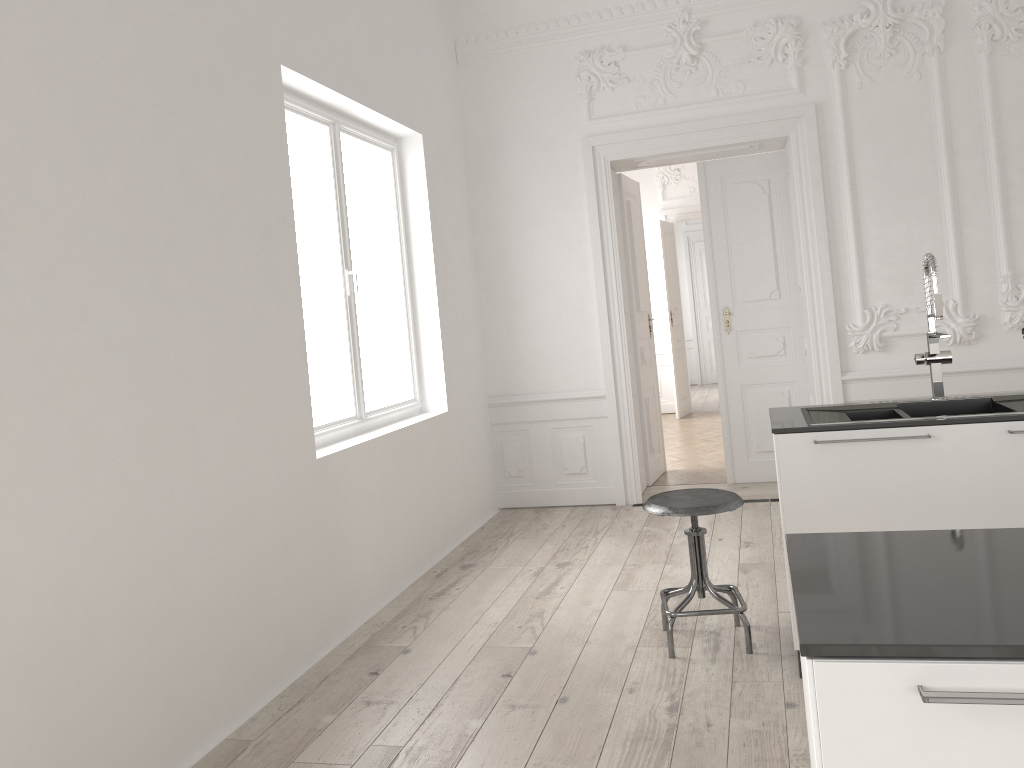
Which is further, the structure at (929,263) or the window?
the window

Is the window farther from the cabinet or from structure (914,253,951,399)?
structure (914,253,951,399)

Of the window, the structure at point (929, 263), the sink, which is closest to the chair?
the sink

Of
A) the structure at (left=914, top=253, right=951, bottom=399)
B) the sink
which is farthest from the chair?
the structure at (left=914, top=253, right=951, bottom=399)

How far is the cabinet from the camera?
1.1m

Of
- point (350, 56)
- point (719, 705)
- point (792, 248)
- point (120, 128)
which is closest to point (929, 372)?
point (792, 248)

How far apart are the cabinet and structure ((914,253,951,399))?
0.45m

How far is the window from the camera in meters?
4.5 m

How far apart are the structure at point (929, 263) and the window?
2.7m

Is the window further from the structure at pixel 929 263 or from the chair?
the structure at pixel 929 263
